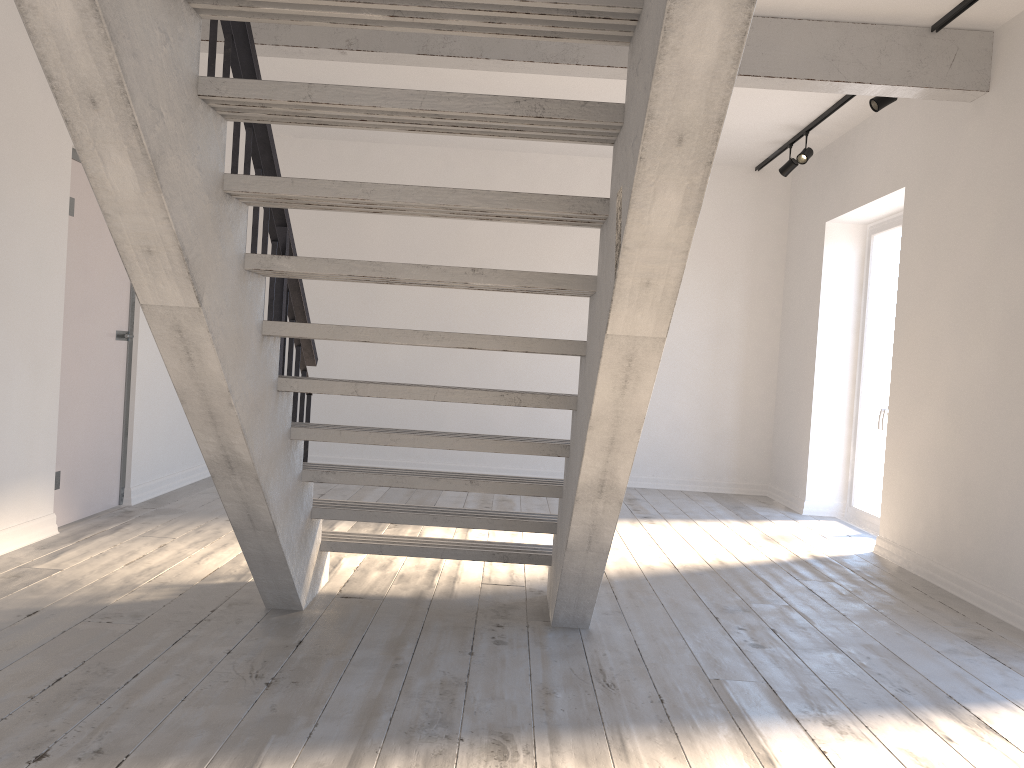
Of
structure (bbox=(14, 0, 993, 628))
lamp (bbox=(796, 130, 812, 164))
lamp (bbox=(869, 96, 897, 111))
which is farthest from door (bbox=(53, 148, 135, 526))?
lamp (bbox=(796, 130, 812, 164))

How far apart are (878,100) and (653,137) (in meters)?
4.10

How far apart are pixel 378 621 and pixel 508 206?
1.9m

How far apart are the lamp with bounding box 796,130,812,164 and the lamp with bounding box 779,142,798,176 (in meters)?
0.32

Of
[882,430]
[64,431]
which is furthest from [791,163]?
[64,431]

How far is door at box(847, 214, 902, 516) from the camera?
6.5m

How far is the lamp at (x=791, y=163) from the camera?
7.0m

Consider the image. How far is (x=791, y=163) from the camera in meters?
7.0 m

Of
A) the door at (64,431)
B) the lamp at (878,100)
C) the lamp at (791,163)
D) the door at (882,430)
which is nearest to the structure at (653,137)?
the lamp at (878,100)

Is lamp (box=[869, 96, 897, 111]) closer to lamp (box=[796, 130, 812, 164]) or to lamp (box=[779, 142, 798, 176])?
lamp (box=[796, 130, 812, 164])
